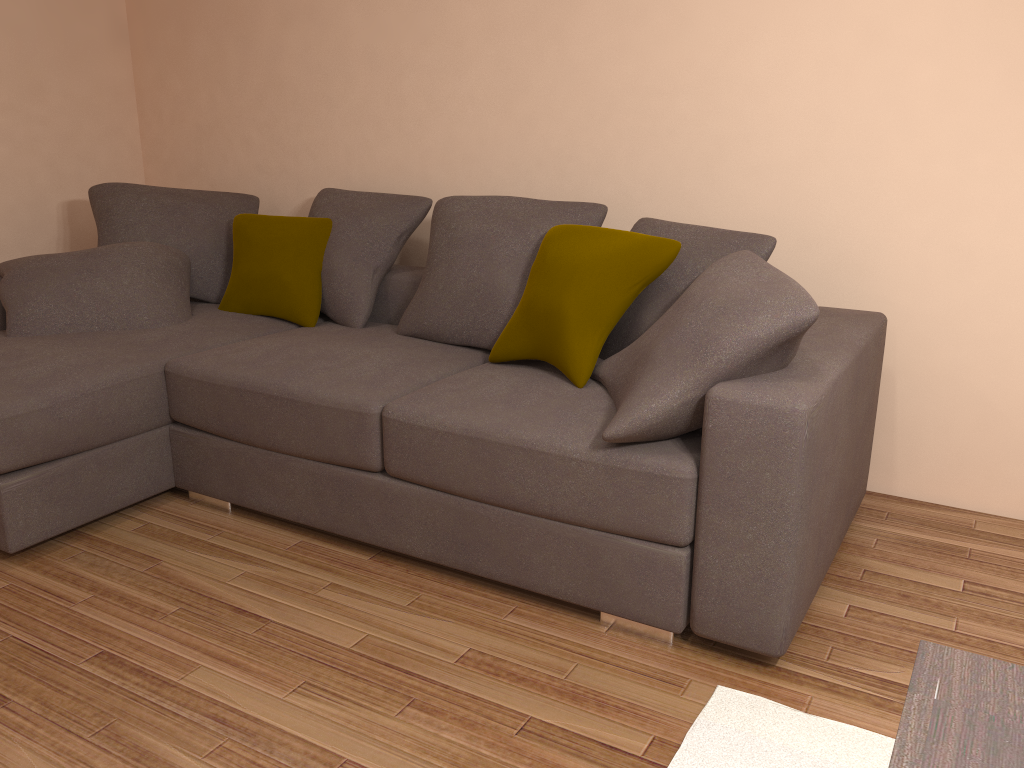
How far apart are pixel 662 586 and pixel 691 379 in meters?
0.6

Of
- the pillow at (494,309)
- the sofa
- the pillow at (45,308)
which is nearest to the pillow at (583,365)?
the sofa

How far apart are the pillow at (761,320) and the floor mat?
0.7m

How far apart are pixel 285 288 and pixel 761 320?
2.27m

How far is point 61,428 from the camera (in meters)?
2.92

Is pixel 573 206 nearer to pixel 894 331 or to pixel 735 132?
pixel 735 132

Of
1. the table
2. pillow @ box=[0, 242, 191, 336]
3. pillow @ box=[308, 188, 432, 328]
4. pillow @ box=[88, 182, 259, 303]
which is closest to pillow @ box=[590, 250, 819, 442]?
the table

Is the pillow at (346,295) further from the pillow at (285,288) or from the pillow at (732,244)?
the pillow at (732,244)

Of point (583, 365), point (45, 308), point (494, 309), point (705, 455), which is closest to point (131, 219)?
point (45, 308)

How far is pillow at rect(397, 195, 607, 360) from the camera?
3.3 meters
